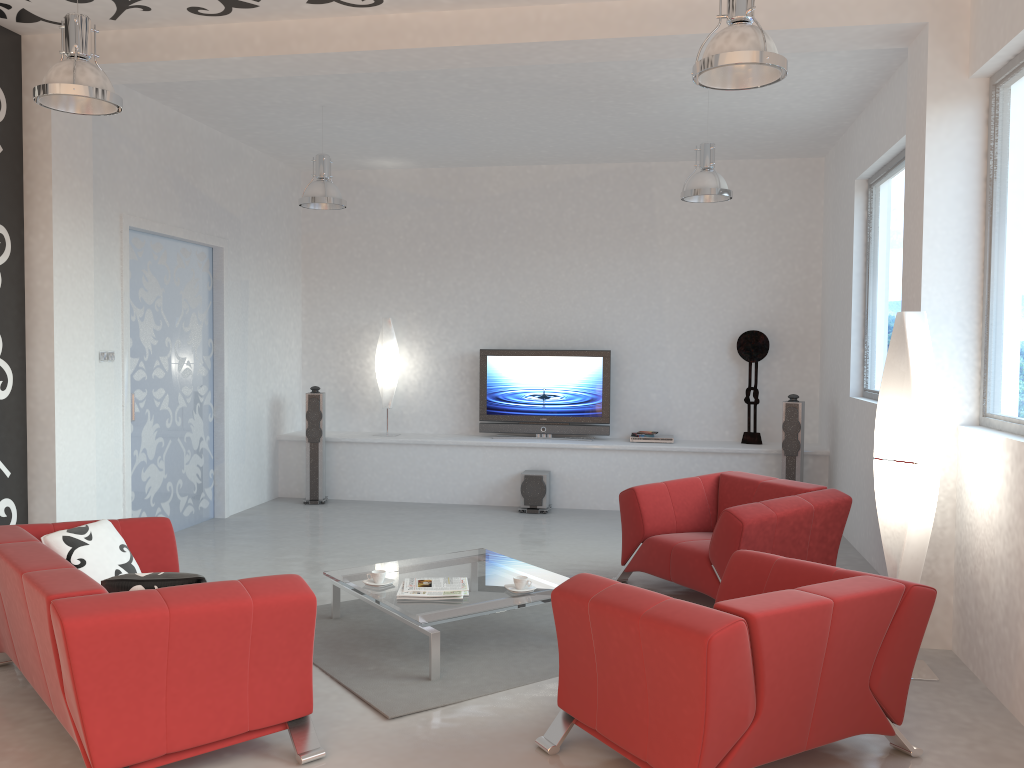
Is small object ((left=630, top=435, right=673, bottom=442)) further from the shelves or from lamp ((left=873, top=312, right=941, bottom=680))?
lamp ((left=873, top=312, right=941, bottom=680))

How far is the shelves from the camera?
8.45m

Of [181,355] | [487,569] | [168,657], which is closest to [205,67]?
[181,355]

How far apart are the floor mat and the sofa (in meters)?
0.41

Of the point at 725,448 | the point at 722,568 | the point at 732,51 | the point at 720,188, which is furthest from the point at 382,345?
the point at 732,51

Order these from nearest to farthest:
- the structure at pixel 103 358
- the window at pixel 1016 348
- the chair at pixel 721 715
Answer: the chair at pixel 721 715 < the window at pixel 1016 348 < the structure at pixel 103 358

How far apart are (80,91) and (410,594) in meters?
2.8

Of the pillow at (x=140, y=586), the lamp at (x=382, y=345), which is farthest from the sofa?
the lamp at (x=382, y=345)

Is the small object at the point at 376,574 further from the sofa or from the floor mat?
the sofa

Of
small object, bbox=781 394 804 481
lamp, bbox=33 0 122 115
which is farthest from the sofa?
small object, bbox=781 394 804 481
